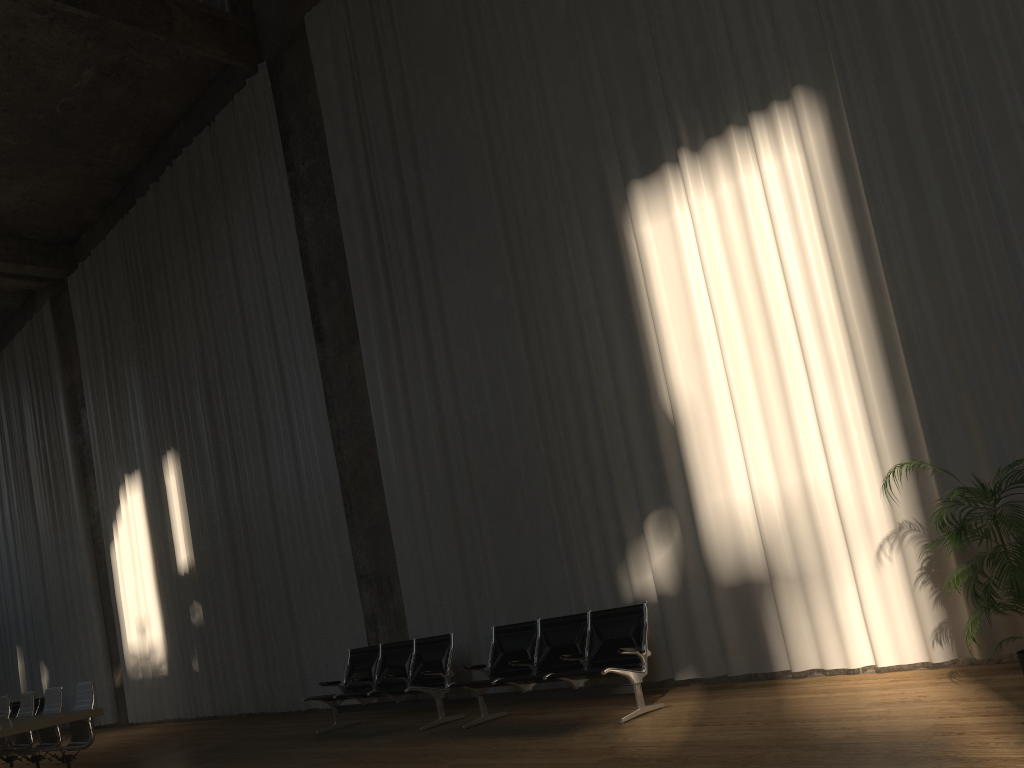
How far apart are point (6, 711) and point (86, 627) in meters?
7.2

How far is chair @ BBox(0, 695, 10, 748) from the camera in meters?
10.3

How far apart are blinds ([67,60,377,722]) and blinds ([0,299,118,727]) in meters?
1.0 m

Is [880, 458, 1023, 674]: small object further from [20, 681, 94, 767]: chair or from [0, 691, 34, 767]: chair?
[0, 691, 34, 767]: chair

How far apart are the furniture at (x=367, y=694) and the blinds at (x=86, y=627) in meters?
9.4 m

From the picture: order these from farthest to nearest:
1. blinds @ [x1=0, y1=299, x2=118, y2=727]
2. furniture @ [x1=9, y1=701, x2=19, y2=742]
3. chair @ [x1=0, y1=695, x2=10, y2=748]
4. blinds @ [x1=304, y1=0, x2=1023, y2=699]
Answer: furniture @ [x1=9, y1=701, x2=19, y2=742]
blinds @ [x1=0, y1=299, x2=118, y2=727]
chair @ [x1=0, y1=695, x2=10, y2=748]
blinds @ [x1=304, y1=0, x2=1023, y2=699]

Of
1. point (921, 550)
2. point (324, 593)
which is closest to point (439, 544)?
point (324, 593)

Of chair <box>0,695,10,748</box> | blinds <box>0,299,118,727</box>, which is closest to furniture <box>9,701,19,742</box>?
blinds <box>0,299,118,727</box>

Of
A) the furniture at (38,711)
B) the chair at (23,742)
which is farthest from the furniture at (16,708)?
the chair at (23,742)

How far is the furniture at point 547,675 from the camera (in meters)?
6.70
